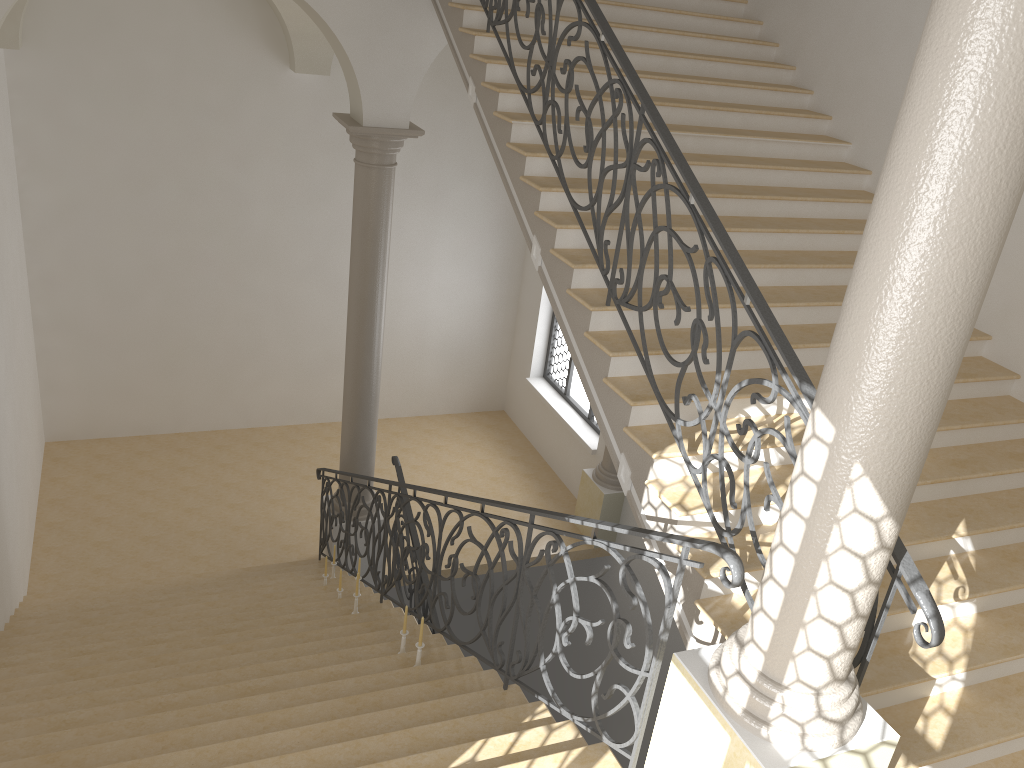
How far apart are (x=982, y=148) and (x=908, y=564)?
1.61m

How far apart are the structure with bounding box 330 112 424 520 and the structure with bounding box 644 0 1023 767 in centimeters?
575cm

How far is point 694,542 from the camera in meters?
3.1

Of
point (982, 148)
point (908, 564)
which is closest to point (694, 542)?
point (908, 564)

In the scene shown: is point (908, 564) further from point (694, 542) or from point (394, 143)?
point (394, 143)

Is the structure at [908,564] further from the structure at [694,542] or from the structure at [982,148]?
the structure at [694,542]

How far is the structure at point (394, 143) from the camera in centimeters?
804cm

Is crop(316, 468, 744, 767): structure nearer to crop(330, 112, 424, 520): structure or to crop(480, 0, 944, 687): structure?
crop(330, 112, 424, 520): structure

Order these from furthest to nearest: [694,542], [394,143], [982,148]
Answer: [394,143] → [694,542] → [982,148]

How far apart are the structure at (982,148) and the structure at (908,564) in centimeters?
19cm
